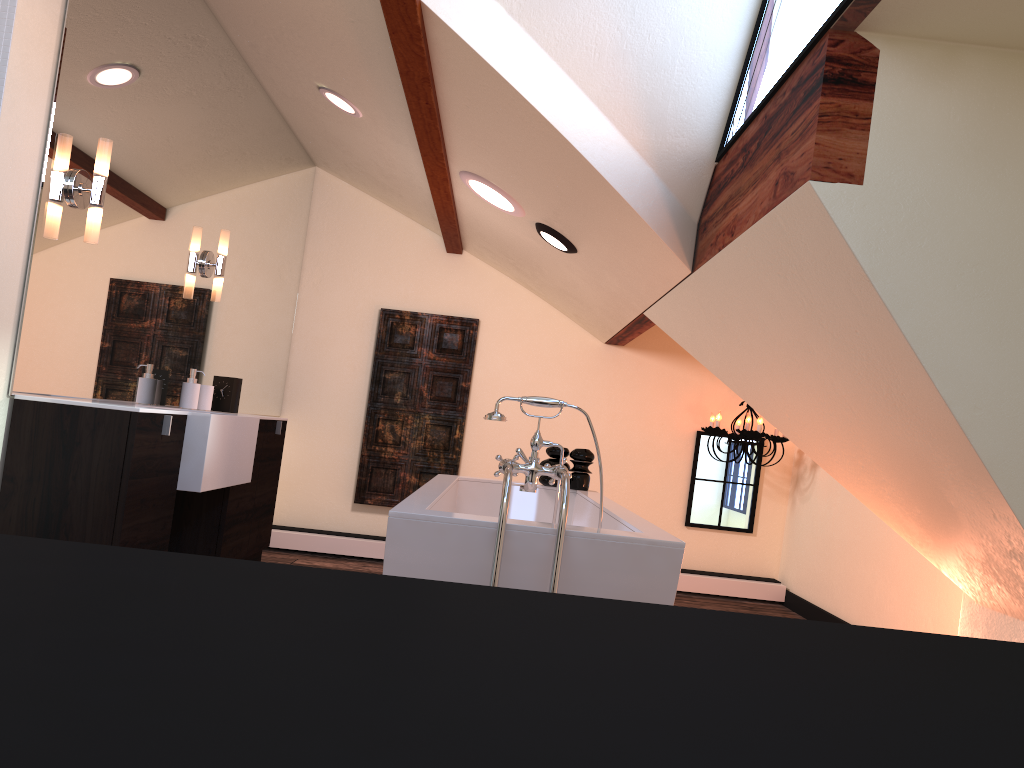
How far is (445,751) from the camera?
0.3 meters

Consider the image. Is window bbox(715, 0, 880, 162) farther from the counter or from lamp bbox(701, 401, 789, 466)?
lamp bbox(701, 401, 789, 466)

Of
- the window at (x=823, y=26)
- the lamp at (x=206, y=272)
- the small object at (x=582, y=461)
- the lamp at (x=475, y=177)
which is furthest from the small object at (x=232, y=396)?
the window at (x=823, y=26)

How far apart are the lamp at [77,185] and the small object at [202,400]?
1.2m

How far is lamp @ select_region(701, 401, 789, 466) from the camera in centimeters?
522cm

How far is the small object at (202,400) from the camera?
3.86m

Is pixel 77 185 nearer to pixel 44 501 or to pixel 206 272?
pixel 44 501

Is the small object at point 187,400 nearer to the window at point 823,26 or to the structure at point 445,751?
the window at point 823,26

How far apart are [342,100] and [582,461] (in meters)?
2.03

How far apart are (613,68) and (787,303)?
1.0m
